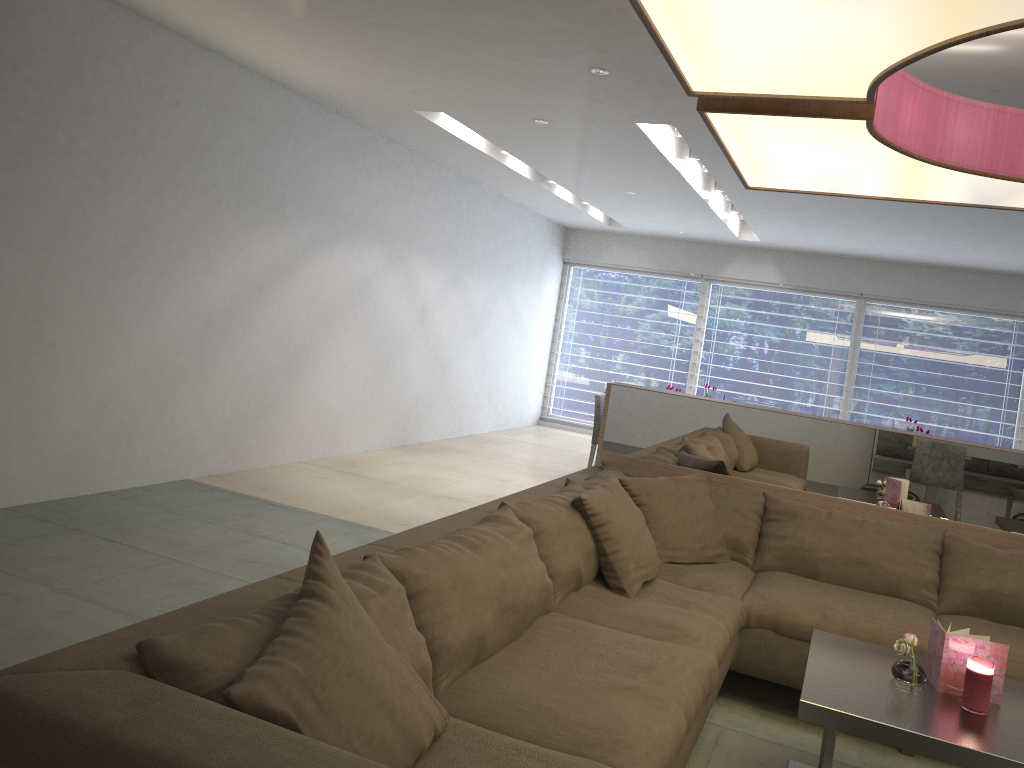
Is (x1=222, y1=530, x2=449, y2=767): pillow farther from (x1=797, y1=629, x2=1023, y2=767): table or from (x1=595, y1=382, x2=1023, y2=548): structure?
(x1=595, y1=382, x2=1023, y2=548): structure

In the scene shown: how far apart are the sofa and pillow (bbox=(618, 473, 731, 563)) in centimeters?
3cm

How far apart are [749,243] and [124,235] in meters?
7.1 m

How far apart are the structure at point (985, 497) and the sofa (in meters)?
0.17

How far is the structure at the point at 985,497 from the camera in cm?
363

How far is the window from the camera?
9.54m

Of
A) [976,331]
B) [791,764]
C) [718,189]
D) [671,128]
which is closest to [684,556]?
[791,764]

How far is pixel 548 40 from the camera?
3.9m

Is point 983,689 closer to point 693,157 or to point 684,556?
point 684,556

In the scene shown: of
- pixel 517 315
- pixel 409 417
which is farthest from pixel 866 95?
pixel 517 315
